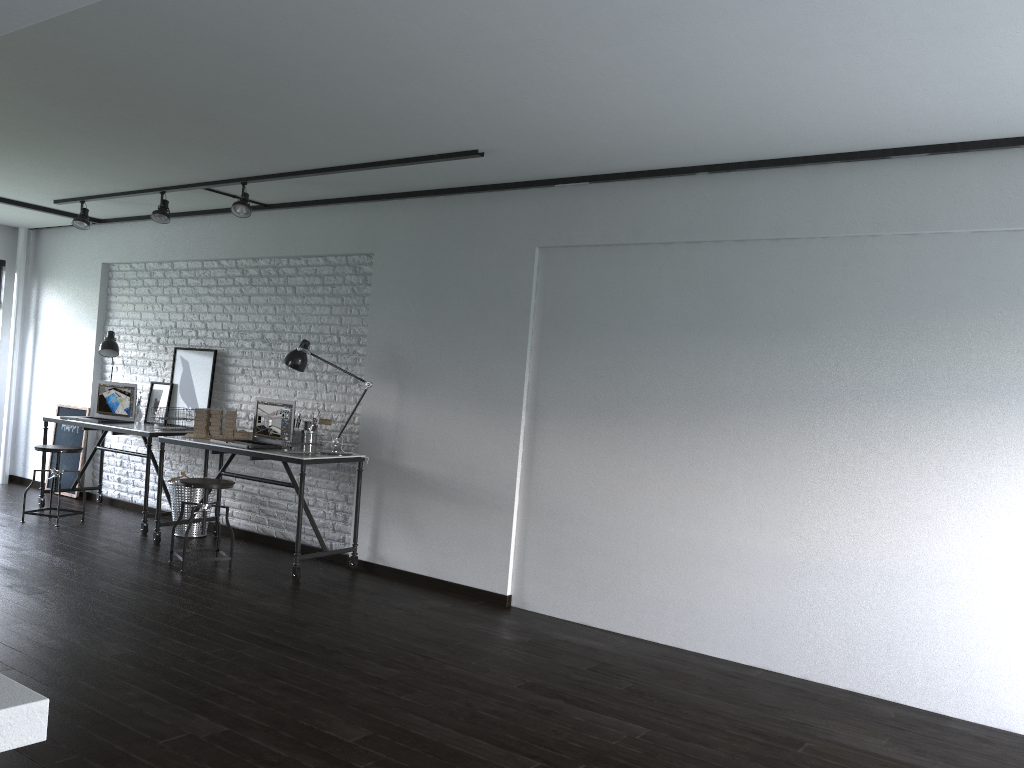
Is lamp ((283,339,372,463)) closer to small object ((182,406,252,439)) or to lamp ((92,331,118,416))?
small object ((182,406,252,439))

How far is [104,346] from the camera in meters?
6.9 m

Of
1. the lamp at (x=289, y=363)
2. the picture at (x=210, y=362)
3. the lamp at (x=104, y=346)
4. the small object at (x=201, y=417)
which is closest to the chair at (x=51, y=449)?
the picture at (x=210, y=362)

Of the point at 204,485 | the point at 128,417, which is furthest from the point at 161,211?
the point at 204,485

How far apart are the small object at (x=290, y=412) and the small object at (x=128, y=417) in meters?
1.6 m

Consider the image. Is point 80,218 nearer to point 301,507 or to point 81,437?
point 81,437

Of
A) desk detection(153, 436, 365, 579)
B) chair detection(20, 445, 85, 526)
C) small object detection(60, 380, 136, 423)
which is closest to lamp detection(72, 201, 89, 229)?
small object detection(60, 380, 136, 423)

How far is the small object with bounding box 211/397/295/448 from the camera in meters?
5.7 m

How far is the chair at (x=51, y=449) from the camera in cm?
624

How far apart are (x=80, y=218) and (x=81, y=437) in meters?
2.0
